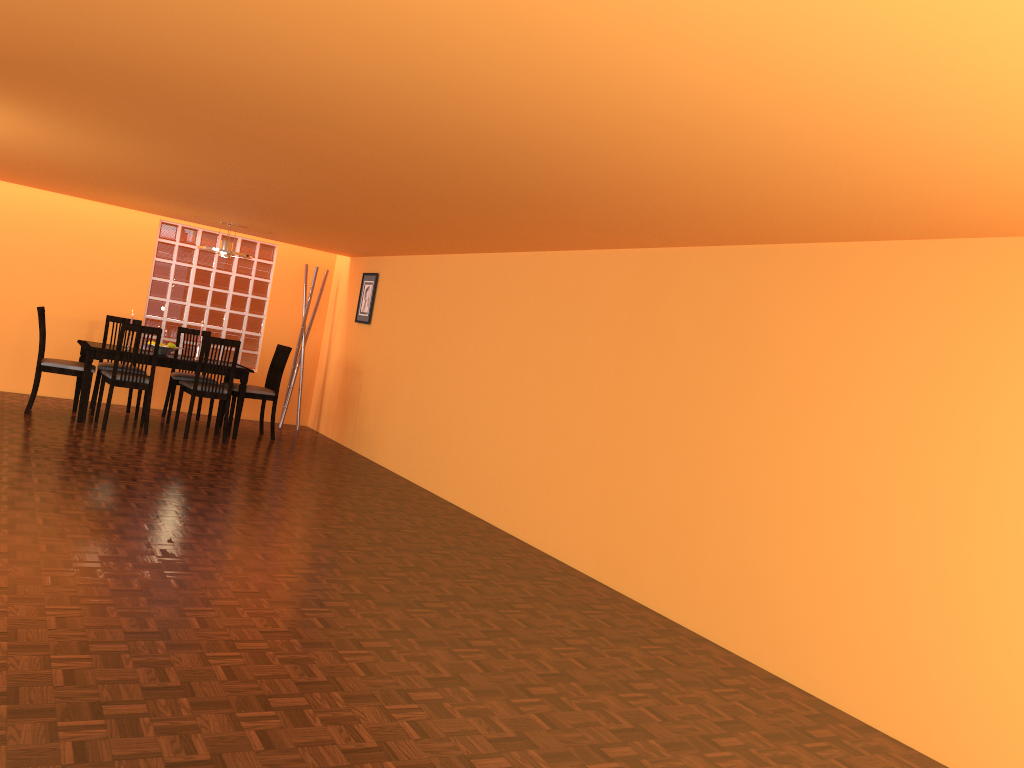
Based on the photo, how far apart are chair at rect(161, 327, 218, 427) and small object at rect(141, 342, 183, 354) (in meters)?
0.36

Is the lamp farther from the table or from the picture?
the picture

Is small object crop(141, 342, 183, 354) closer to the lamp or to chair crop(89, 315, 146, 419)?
chair crop(89, 315, 146, 419)

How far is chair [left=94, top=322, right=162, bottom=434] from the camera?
6.48m

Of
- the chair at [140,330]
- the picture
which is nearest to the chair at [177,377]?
the chair at [140,330]

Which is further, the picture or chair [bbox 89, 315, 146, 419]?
the picture

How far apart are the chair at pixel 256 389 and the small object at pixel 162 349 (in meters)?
0.60

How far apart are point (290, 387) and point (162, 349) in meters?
1.6 m

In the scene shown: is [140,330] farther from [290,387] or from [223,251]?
[290,387]

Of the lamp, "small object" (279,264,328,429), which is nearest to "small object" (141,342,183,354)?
the lamp
